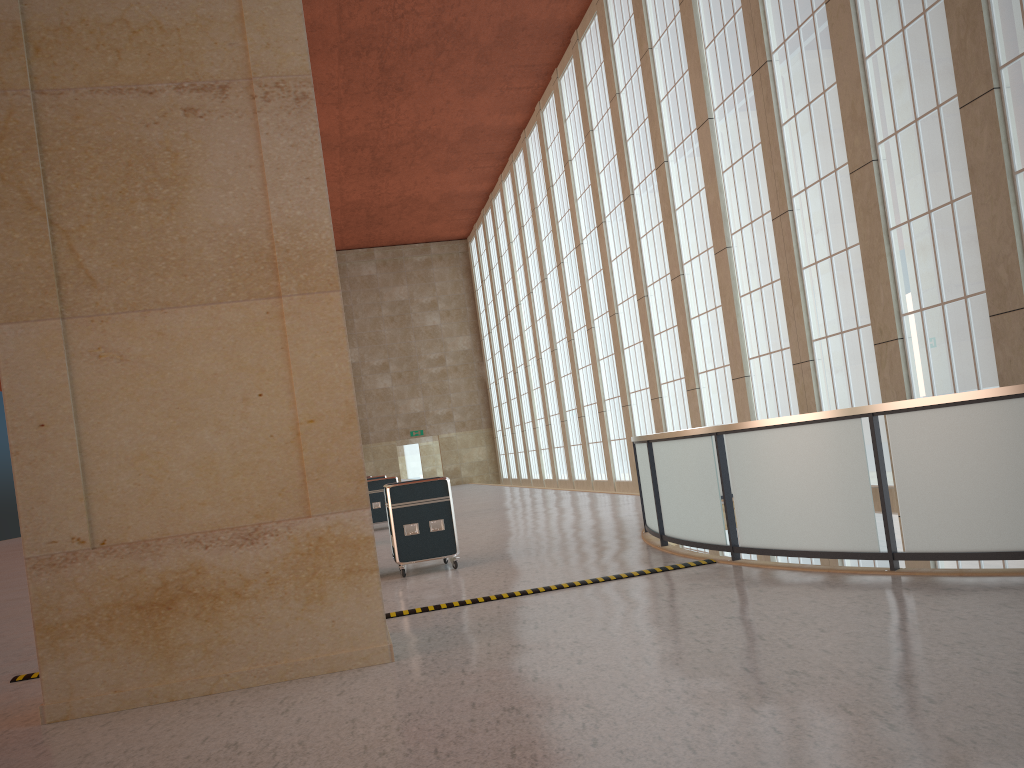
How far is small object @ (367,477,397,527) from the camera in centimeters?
2640cm

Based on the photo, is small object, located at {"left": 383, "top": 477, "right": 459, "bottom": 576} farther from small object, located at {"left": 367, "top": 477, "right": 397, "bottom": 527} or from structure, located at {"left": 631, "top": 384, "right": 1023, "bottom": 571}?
small object, located at {"left": 367, "top": 477, "right": 397, "bottom": 527}

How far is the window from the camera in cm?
1526

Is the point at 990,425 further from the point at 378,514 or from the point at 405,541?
the point at 378,514

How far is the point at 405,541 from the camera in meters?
14.3

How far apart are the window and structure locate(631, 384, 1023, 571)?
2.67m

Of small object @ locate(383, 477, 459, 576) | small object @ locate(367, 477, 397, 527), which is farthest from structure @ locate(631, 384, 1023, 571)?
small object @ locate(367, 477, 397, 527)

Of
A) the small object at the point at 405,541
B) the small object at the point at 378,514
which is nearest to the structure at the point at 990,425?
the small object at the point at 405,541

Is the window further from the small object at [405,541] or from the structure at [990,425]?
the small object at [405,541]

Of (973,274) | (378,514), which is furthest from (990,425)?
(378,514)
